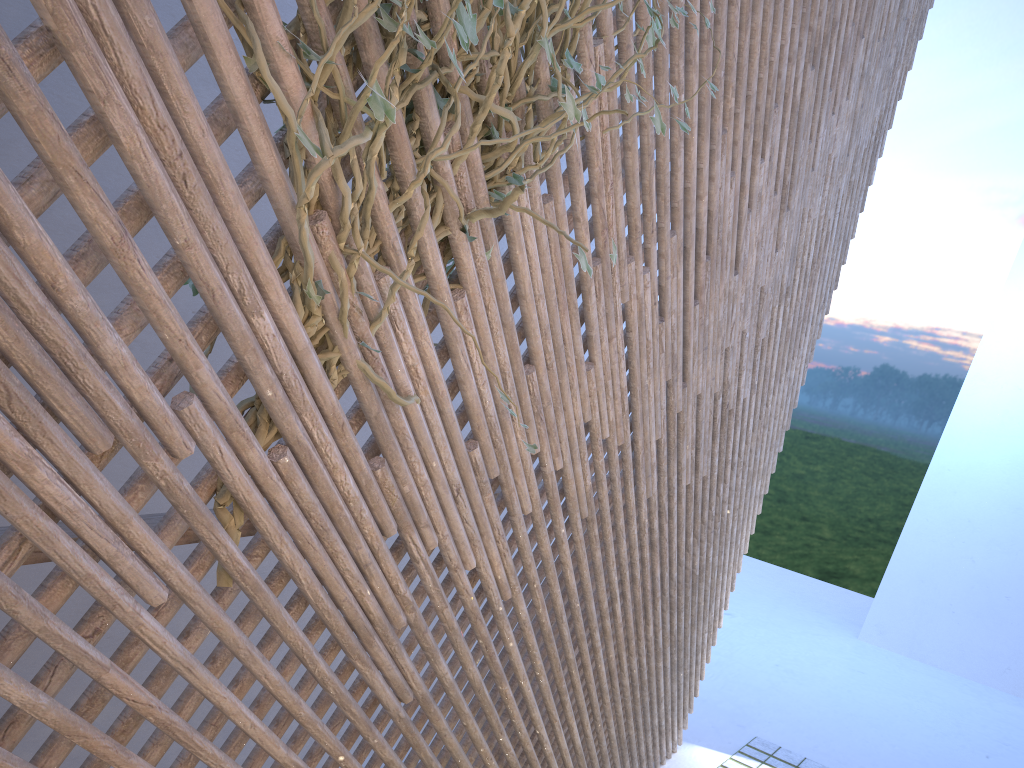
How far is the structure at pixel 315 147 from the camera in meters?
1.2

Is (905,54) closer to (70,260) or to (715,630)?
(715,630)

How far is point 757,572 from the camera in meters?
10.6 m

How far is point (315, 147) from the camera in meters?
1.2 m

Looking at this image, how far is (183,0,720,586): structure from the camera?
1.16m
